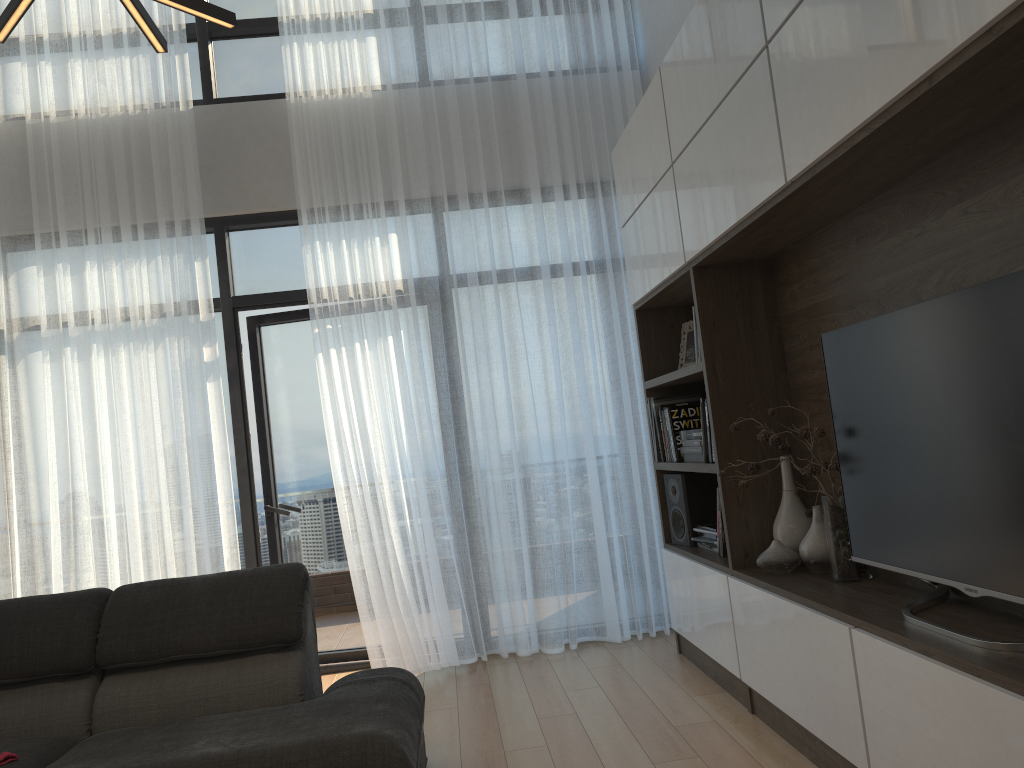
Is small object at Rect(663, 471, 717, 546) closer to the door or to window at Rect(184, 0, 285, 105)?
the door

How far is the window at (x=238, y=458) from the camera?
4.71m

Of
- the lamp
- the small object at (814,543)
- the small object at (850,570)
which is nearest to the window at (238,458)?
the small object at (850,570)

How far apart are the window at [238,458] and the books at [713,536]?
2.3m

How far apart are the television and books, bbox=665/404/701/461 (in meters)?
1.27

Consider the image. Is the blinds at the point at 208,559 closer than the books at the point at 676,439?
No

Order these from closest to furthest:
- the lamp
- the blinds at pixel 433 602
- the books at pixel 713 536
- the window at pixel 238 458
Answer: the lamp < the books at pixel 713 536 < the blinds at pixel 433 602 < the window at pixel 238 458

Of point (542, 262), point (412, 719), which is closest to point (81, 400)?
point (542, 262)

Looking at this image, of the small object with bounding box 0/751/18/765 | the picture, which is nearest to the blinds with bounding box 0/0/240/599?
the small object with bounding box 0/751/18/765

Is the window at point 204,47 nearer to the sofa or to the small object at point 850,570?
the sofa
